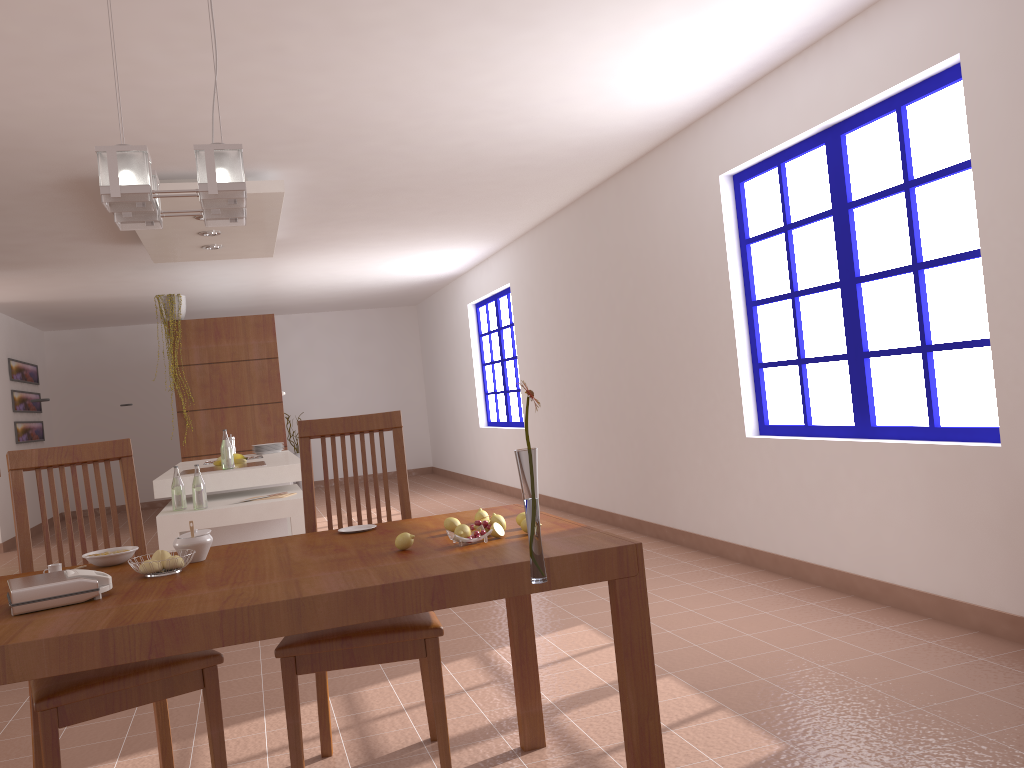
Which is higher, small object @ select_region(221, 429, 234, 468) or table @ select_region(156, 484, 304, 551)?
small object @ select_region(221, 429, 234, 468)

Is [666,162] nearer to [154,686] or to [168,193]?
[168,193]

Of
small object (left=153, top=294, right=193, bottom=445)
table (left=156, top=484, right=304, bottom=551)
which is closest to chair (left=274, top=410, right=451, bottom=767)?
table (left=156, top=484, right=304, bottom=551)

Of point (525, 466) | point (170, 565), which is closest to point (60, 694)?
point (170, 565)

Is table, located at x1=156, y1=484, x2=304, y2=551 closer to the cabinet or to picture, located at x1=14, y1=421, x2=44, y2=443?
the cabinet

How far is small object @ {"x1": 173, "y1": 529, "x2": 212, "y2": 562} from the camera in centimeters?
220cm

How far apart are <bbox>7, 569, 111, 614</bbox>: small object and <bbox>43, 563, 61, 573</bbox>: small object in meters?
0.3

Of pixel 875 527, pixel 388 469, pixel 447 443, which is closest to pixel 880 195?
pixel 875 527

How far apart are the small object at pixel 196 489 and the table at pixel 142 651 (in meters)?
2.25

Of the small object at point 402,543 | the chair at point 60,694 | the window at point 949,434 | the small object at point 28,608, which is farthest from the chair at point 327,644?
the window at point 949,434
